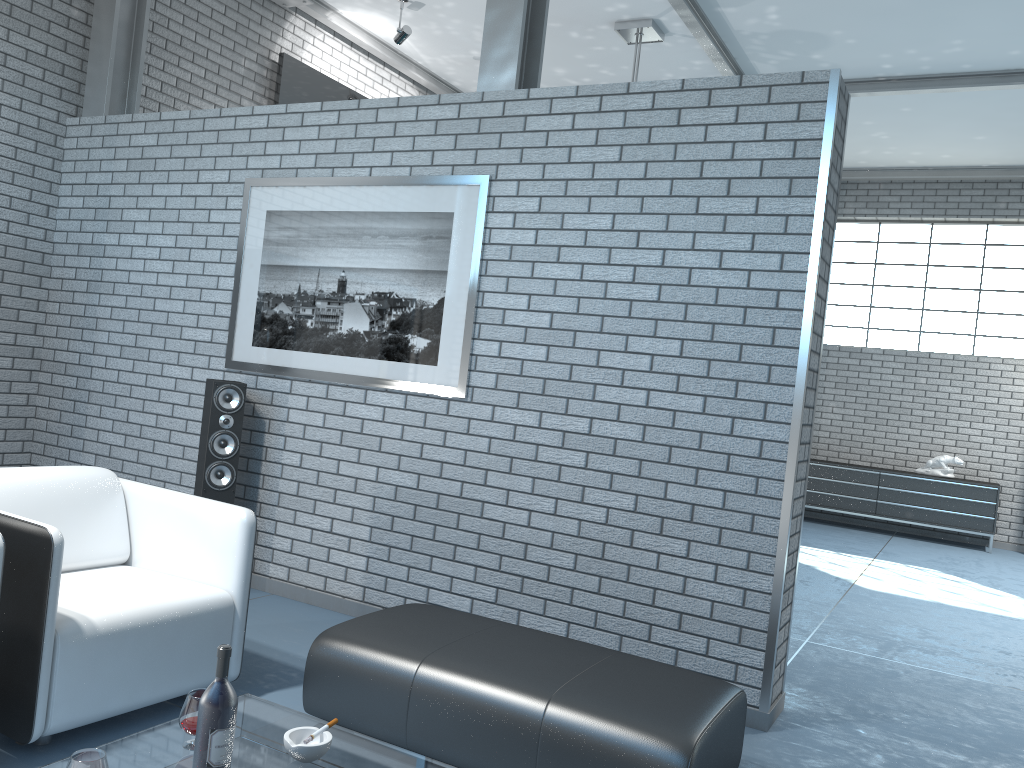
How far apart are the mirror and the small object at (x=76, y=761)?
5.9 meters

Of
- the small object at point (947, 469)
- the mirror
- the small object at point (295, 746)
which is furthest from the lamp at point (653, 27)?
the small object at point (295, 746)

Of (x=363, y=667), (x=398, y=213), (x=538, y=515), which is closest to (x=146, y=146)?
(x=398, y=213)

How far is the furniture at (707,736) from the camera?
2.39m

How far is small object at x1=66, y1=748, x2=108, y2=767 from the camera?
1.6 meters

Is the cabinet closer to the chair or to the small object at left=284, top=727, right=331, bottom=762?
the chair

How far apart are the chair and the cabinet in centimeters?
791cm

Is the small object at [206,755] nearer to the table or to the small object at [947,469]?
the table

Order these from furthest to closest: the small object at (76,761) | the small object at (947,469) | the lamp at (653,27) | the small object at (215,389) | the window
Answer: the window → the small object at (947,469) → the lamp at (653,27) → the small object at (215,389) → the small object at (76,761)

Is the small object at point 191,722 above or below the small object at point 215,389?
below
